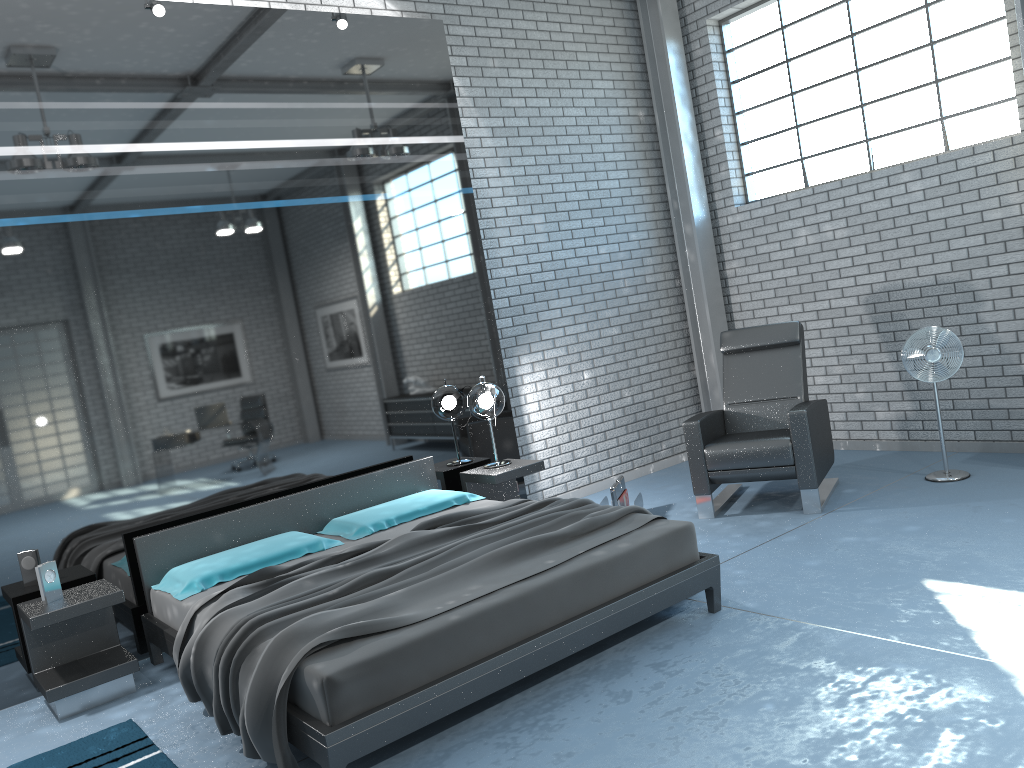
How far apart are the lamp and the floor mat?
2.7 meters

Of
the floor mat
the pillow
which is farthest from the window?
the floor mat

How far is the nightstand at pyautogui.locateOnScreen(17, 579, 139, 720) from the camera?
4.0m

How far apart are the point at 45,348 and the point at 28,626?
1.4 meters

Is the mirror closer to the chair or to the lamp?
the lamp

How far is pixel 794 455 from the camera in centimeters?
520cm

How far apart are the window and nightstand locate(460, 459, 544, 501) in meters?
3.1 m

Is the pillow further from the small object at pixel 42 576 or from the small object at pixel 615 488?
the small object at pixel 615 488

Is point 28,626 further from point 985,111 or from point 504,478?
point 985,111

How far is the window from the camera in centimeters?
574cm
